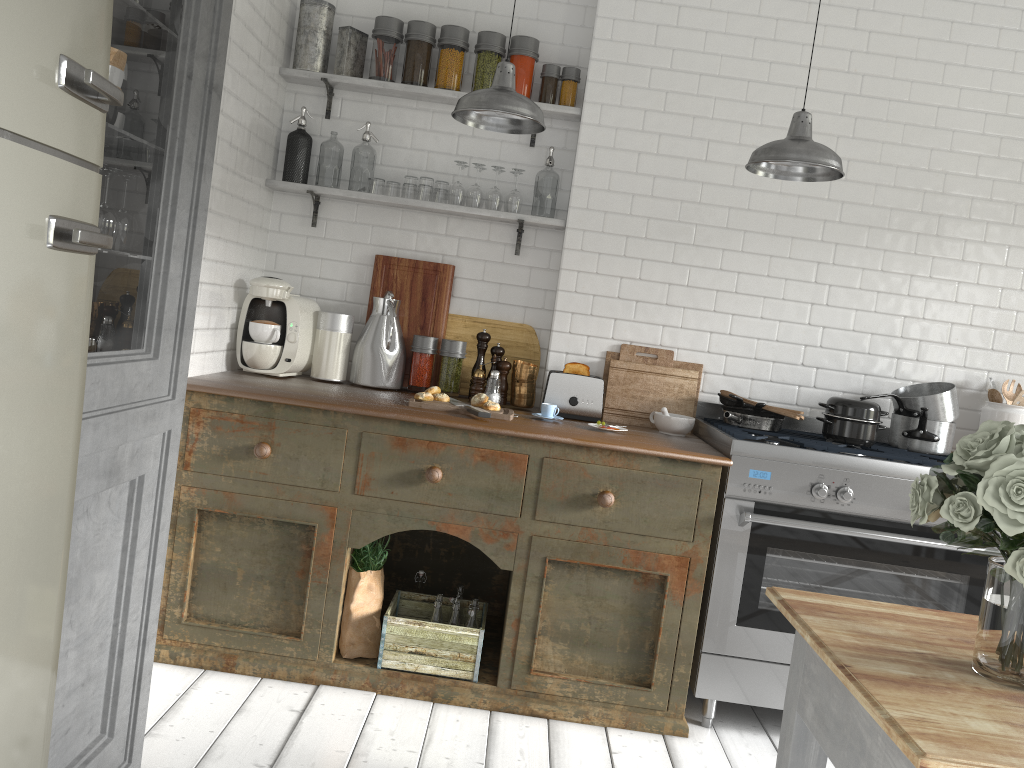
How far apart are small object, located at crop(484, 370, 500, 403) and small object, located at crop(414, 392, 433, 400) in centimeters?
41cm

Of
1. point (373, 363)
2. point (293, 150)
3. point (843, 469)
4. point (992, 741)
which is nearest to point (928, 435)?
point (843, 469)

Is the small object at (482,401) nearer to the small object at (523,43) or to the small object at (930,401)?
the small object at (523,43)

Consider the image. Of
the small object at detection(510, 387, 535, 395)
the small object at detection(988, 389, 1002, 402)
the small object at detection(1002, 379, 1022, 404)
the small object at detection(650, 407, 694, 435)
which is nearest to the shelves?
the small object at detection(510, 387, 535, 395)

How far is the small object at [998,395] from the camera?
4.5m

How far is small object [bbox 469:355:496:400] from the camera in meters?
4.6

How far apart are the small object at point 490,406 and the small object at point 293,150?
1.7m

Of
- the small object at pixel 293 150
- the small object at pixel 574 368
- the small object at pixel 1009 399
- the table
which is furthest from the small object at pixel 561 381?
the table

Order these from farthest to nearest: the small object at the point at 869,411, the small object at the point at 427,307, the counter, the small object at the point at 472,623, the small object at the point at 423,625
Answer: the small object at the point at 427,307 < the small object at the point at 869,411 < the small object at the point at 472,623 < the small object at the point at 423,625 < the counter

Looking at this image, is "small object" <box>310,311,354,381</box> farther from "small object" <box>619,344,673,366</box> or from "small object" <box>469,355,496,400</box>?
"small object" <box>619,344,673,366</box>
